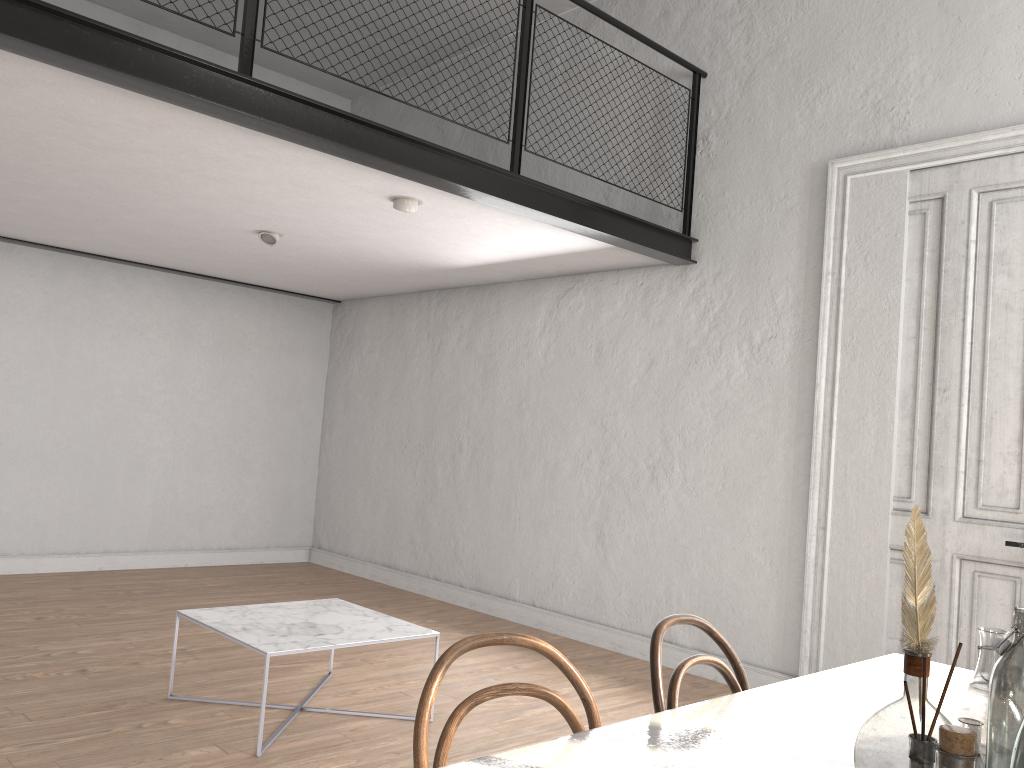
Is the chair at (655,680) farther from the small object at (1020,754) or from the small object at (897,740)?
the small object at (1020,754)

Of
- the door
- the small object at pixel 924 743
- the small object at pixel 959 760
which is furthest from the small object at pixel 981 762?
the door

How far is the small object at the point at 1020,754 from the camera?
1.2 meters

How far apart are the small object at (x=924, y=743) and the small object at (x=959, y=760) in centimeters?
11cm

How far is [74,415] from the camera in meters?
6.9

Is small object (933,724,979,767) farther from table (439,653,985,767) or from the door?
the door

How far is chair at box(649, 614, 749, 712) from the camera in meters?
1.8

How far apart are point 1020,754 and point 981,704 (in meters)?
0.41

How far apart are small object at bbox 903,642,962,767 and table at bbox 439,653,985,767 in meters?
0.4 m

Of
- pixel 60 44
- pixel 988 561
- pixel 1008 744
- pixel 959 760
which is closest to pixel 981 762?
pixel 1008 744
